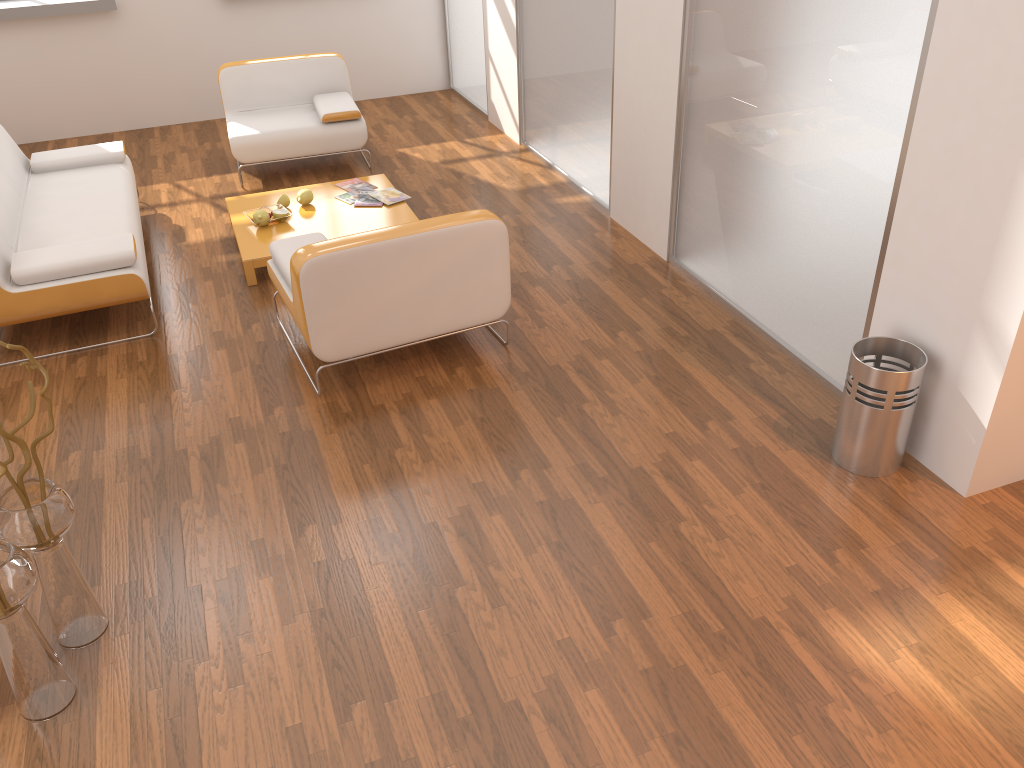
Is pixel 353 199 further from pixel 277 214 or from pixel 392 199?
pixel 277 214

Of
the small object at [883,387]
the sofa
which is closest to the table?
the sofa

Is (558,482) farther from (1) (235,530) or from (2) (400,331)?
(1) (235,530)

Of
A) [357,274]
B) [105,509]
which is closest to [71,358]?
[105,509]

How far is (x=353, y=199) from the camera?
5.3 meters

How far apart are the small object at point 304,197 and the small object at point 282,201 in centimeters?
8cm

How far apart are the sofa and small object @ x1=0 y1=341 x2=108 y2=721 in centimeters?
179cm

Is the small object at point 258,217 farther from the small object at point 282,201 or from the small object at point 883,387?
the small object at point 883,387

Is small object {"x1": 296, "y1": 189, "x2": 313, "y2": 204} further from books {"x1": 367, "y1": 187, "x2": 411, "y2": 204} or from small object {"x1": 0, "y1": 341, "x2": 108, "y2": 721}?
small object {"x1": 0, "y1": 341, "x2": 108, "y2": 721}

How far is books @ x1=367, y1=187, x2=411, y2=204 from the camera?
5.3m
